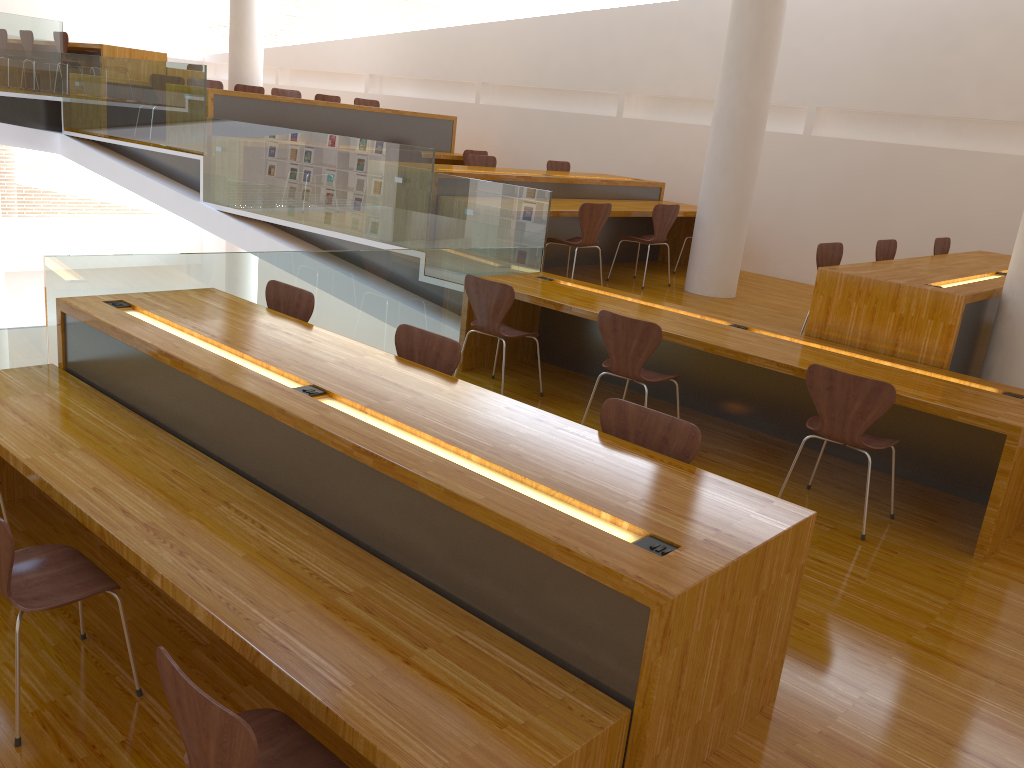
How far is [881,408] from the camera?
3.7m

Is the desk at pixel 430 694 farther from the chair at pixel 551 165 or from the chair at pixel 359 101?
the chair at pixel 359 101

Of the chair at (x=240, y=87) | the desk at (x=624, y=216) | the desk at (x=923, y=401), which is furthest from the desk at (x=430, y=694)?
the chair at (x=240, y=87)

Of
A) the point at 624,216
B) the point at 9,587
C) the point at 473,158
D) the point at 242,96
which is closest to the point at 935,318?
the point at 624,216

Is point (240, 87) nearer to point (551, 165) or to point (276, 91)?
point (276, 91)

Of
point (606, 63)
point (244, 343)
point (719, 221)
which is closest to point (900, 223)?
point (719, 221)

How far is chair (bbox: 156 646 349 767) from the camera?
1.7m

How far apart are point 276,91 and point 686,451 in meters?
8.3

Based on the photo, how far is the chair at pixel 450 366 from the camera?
3.6 meters

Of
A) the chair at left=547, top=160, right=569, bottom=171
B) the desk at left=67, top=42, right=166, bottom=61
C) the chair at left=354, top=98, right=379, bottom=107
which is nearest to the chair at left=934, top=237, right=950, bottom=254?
the chair at left=547, top=160, right=569, bottom=171
